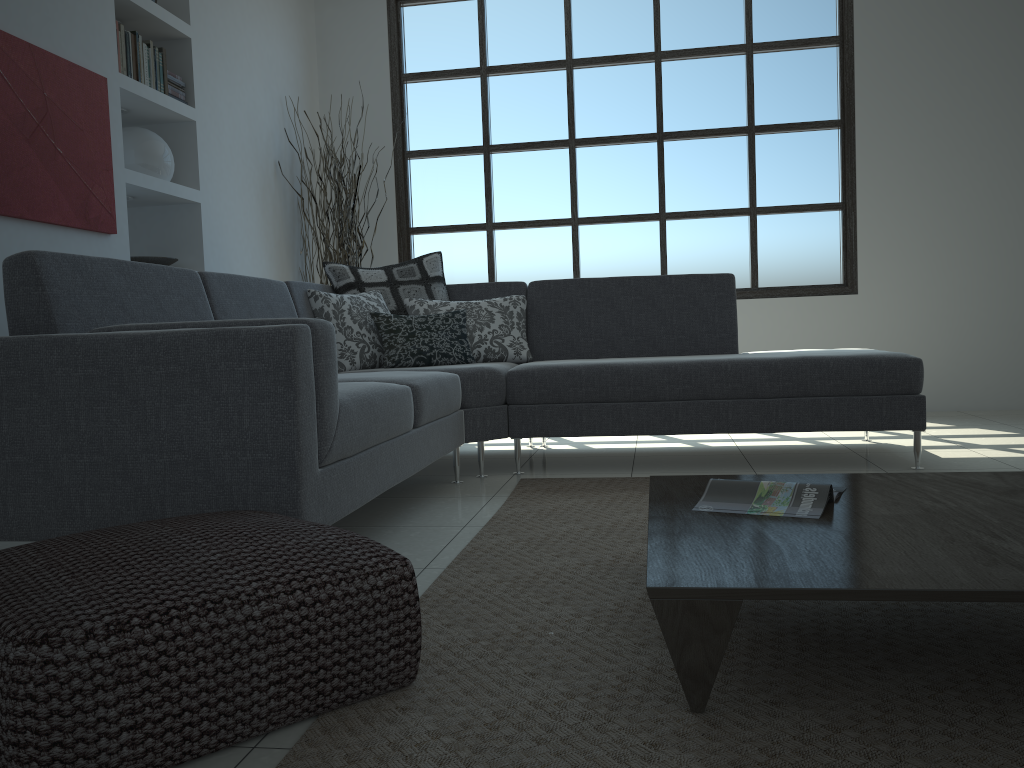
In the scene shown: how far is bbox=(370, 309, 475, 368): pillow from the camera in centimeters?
393cm

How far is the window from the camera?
5.79m

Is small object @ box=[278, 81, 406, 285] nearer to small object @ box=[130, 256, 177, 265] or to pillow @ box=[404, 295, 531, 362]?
small object @ box=[130, 256, 177, 265]

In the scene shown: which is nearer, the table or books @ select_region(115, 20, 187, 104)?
the table

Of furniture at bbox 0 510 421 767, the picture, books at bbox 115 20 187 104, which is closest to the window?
books at bbox 115 20 187 104

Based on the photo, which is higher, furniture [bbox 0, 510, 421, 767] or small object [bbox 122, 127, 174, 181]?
→ small object [bbox 122, 127, 174, 181]

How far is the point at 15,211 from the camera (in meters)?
3.17

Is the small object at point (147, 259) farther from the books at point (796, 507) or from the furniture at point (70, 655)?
the books at point (796, 507)

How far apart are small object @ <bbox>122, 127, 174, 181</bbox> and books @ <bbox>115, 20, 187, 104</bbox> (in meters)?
0.21

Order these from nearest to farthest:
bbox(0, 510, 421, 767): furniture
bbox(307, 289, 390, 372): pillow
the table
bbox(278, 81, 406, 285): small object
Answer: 1. bbox(0, 510, 421, 767): furniture
2. the table
3. bbox(307, 289, 390, 372): pillow
4. bbox(278, 81, 406, 285): small object
